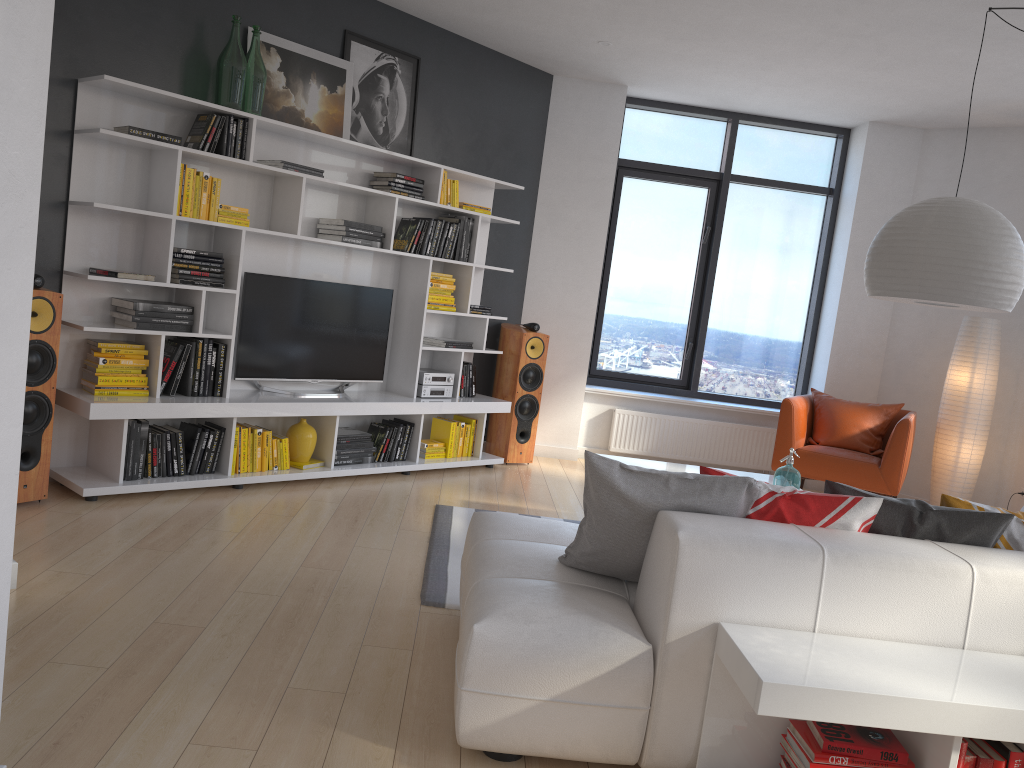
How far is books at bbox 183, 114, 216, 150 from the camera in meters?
4.7

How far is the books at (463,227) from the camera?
6.1 meters

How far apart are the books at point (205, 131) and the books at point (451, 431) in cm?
249

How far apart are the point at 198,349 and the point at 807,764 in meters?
3.8

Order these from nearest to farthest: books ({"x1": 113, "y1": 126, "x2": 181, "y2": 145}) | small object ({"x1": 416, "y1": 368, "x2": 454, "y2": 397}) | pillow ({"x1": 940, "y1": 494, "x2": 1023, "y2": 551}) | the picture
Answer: pillow ({"x1": 940, "y1": 494, "x2": 1023, "y2": 551})
books ({"x1": 113, "y1": 126, "x2": 181, "y2": 145})
the picture
small object ({"x1": 416, "y1": 368, "x2": 454, "y2": 397})

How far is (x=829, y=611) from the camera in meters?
2.4 m

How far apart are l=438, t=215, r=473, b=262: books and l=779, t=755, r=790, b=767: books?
4.35m

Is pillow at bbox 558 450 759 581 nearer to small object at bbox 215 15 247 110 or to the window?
small object at bbox 215 15 247 110

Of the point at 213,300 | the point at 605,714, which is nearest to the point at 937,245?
the point at 605,714

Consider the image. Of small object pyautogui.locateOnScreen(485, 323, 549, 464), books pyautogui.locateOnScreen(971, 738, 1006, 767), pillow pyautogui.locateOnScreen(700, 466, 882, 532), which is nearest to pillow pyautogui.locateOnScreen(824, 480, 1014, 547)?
pillow pyautogui.locateOnScreen(700, 466, 882, 532)
